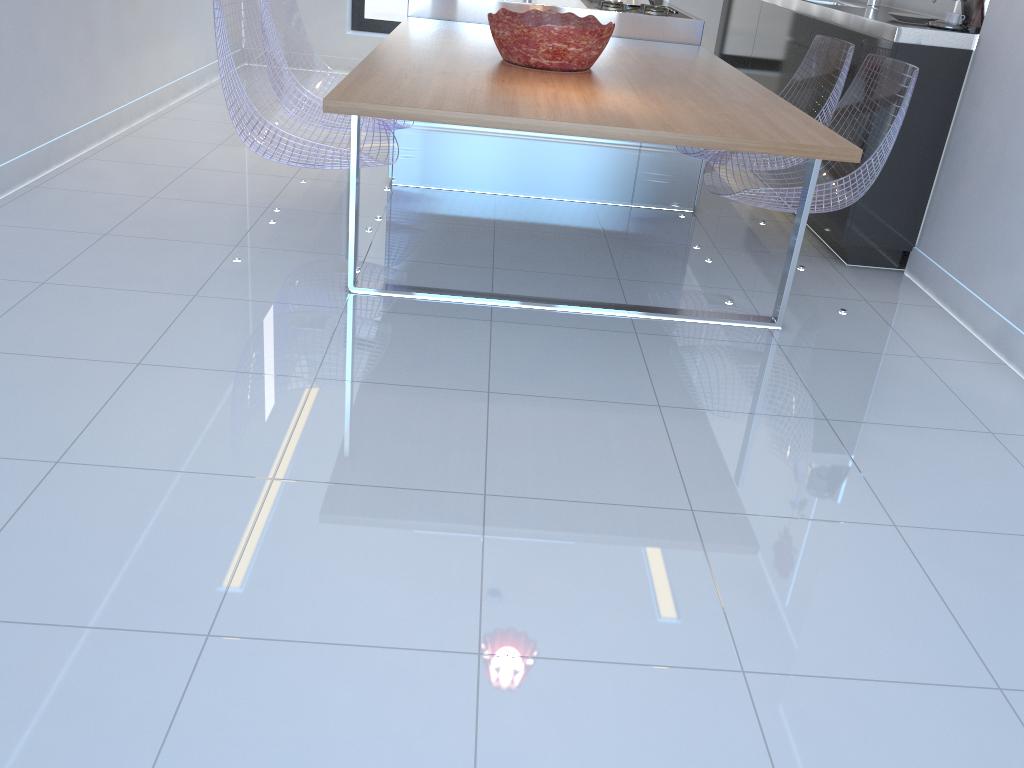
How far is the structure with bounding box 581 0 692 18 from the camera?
4.44m

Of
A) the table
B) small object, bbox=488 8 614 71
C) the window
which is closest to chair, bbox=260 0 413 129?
the table

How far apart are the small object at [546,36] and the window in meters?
3.7

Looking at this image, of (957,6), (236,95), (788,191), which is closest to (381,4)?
(236,95)

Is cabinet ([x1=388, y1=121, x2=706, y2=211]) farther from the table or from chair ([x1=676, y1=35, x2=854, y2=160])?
the table

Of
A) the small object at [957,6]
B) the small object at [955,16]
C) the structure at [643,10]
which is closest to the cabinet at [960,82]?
the small object at [955,16]

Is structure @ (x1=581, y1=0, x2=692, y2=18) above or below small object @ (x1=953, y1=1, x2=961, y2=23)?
A: below

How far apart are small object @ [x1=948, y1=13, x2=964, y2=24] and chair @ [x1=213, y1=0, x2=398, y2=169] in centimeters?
215cm

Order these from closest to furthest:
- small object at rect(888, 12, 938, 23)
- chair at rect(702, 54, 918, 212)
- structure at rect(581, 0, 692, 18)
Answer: chair at rect(702, 54, 918, 212)
small object at rect(888, 12, 938, 23)
structure at rect(581, 0, 692, 18)

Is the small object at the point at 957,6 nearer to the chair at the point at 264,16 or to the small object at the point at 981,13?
the small object at the point at 981,13
